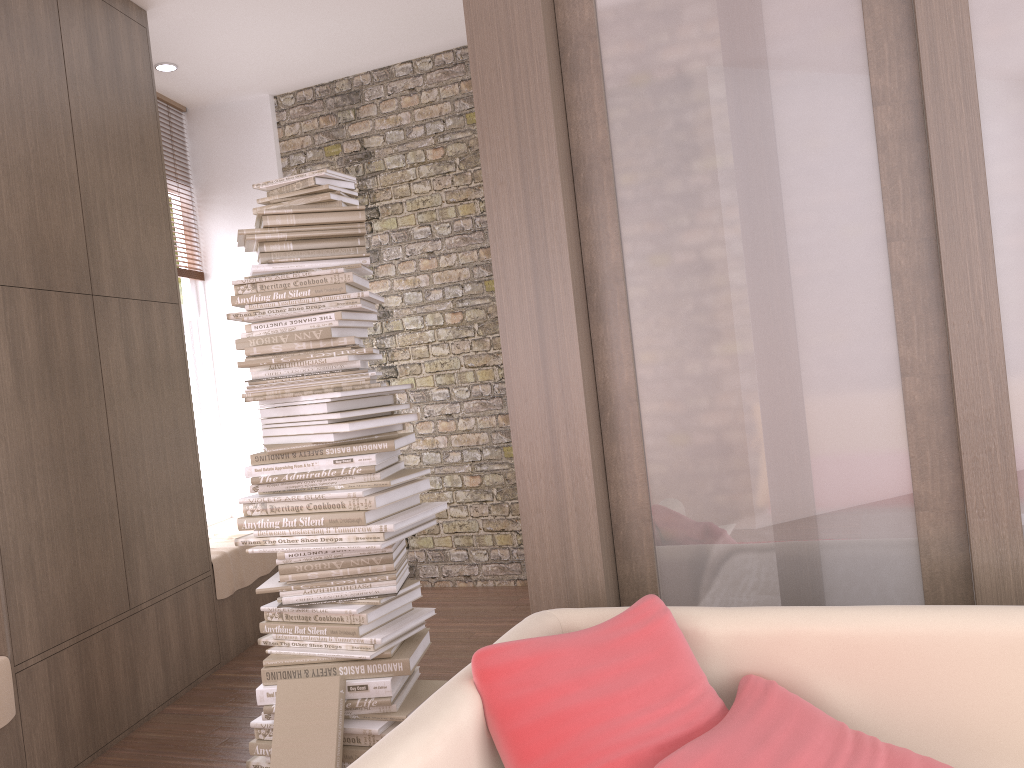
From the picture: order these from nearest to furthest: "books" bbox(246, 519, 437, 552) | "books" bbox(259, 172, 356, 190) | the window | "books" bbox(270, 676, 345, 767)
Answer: "books" bbox(270, 676, 345, 767), "books" bbox(246, 519, 437, 552), "books" bbox(259, 172, 356, 190), the window

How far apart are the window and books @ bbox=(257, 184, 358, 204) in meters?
A: 2.8 m

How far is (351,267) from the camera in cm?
311

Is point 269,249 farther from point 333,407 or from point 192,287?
point 192,287

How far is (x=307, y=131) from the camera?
5.7 meters

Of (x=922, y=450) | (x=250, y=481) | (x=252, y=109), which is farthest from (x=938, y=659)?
(x=252, y=109)

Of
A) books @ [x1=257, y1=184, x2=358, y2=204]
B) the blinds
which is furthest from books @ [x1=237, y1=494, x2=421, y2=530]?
the blinds

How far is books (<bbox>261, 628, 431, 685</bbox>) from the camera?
2.96m

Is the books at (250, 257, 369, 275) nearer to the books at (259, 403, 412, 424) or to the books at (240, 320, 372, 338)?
the books at (240, 320, 372, 338)

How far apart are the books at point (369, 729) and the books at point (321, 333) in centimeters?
130cm
